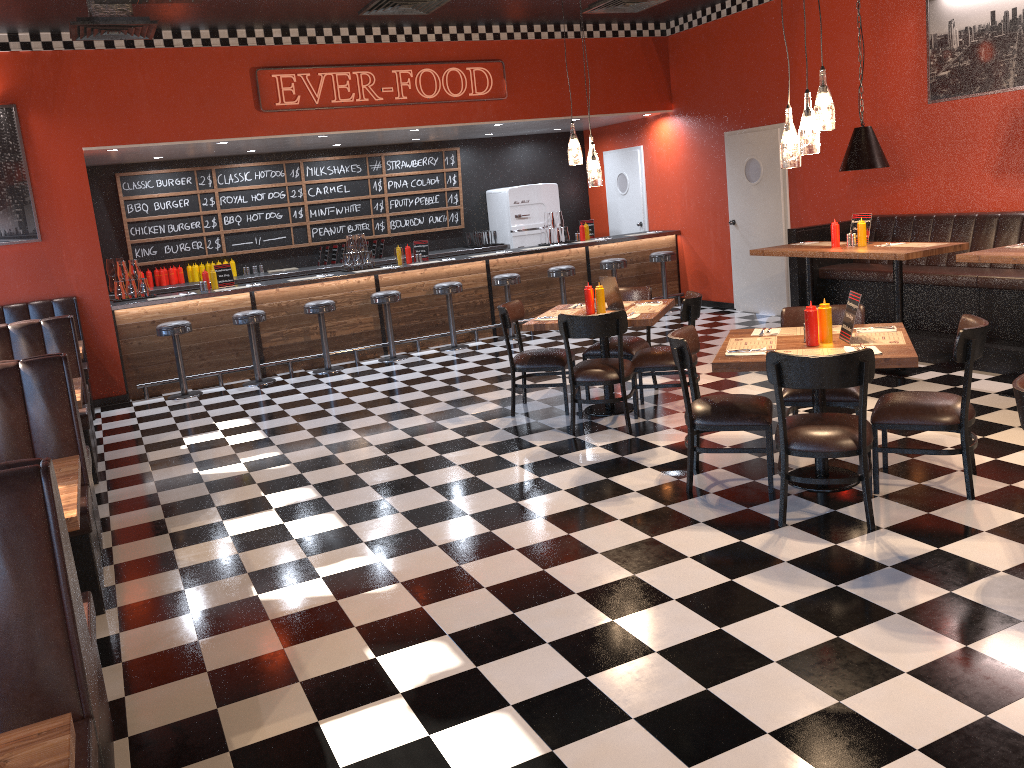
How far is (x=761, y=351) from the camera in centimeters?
463cm

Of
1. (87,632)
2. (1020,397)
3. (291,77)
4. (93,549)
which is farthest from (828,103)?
(291,77)

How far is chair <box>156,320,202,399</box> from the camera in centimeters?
884cm

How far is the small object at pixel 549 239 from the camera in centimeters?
1142cm

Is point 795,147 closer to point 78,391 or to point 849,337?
point 849,337

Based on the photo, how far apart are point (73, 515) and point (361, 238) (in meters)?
7.56

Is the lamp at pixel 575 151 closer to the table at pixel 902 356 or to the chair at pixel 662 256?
the table at pixel 902 356

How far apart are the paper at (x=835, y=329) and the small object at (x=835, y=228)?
2.60m

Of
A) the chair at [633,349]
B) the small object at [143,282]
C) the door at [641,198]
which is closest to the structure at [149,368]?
the small object at [143,282]

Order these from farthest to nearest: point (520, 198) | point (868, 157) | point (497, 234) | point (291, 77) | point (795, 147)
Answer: point (497, 234) → point (520, 198) → point (291, 77) → point (868, 157) → point (795, 147)
